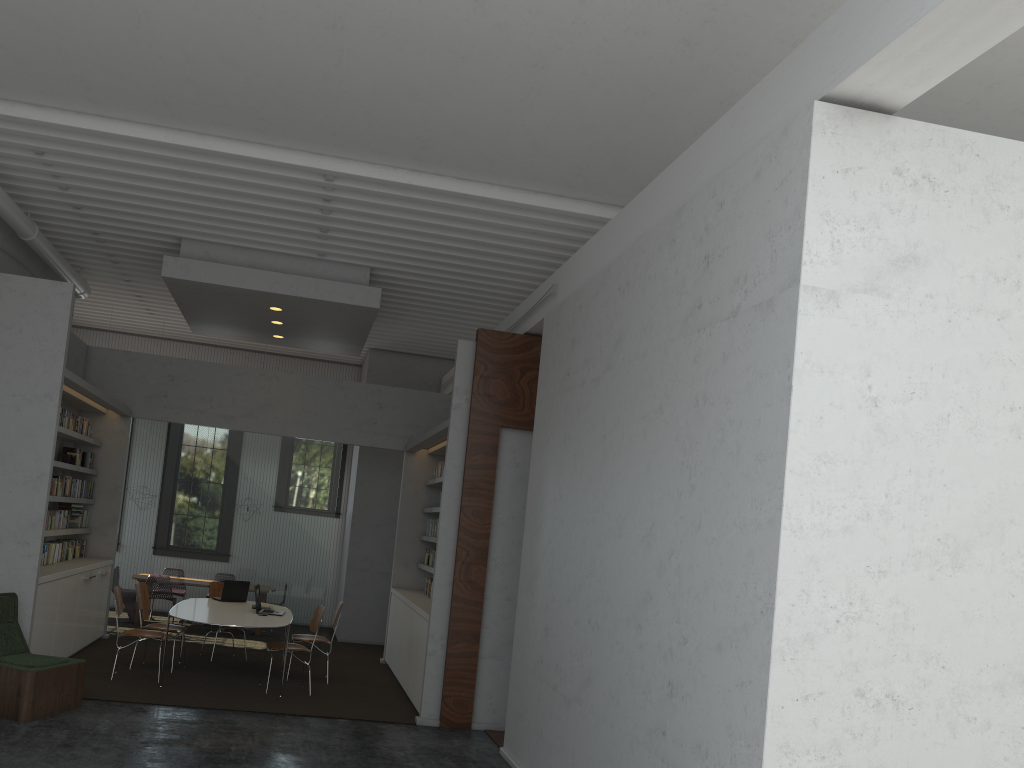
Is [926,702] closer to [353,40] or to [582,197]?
[353,40]
